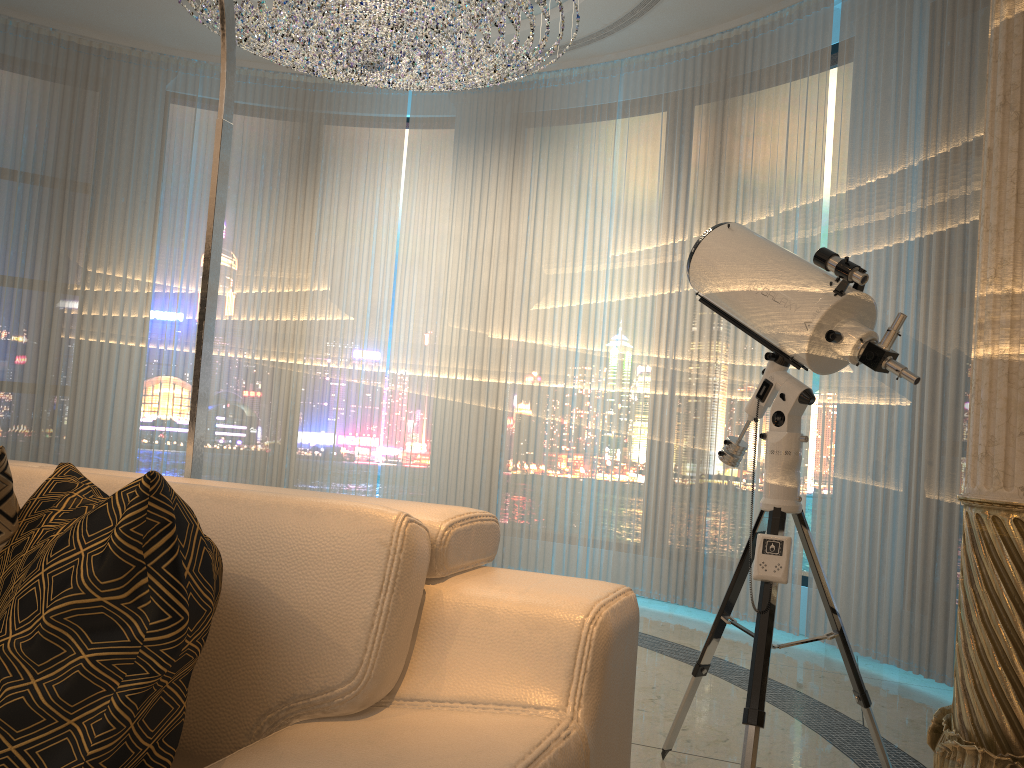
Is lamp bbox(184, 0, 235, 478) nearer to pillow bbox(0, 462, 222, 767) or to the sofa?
the sofa

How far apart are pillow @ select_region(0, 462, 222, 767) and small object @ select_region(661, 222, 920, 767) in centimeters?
134cm

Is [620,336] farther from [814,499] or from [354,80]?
[354,80]

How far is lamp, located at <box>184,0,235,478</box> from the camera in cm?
209

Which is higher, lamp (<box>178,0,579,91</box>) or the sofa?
lamp (<box>178,0,579,91</box>)

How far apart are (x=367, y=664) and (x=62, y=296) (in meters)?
4.89

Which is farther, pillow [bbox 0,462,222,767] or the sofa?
the sofa

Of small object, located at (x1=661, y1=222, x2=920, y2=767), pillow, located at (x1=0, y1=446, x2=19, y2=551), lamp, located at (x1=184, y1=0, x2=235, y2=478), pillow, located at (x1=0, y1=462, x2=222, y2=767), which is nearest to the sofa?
pillow, located at (x1=0, y1=462, x2=222, y2=767)

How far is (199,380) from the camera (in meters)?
2.09

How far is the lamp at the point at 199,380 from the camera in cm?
209
